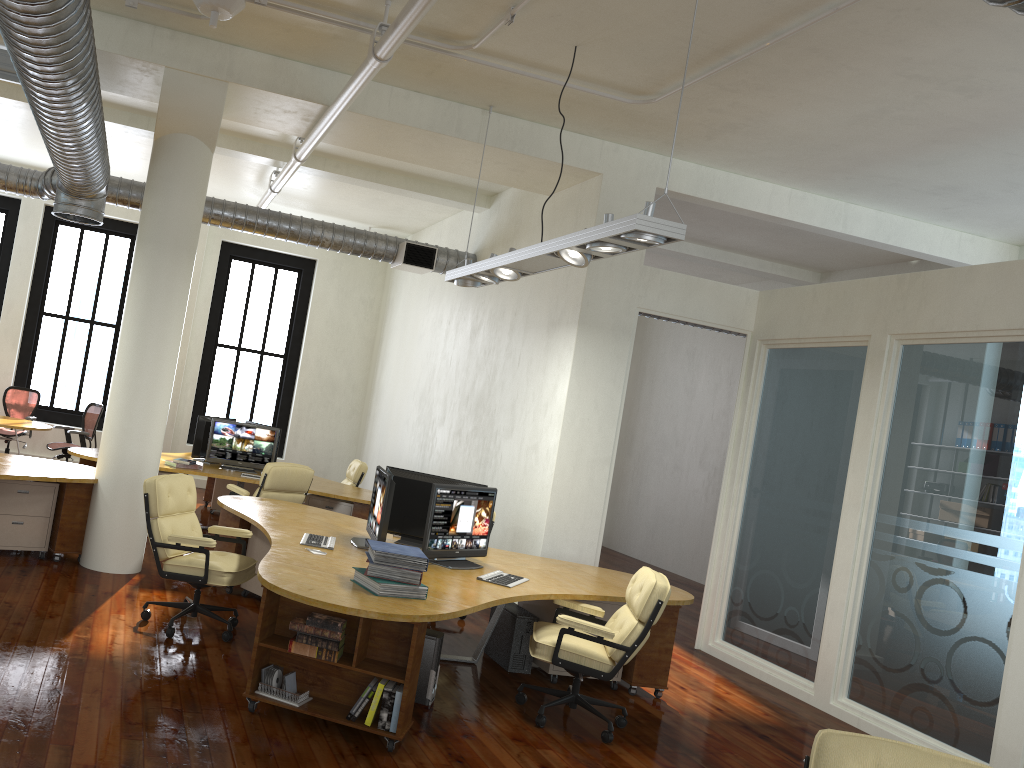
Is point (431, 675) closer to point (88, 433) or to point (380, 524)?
point (380, 524)

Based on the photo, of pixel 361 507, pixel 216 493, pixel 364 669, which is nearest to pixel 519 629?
pixel 364 669

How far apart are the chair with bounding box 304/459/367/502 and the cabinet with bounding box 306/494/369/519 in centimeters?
142cm

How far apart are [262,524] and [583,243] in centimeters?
304cm

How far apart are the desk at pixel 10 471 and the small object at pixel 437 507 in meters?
3.0 m

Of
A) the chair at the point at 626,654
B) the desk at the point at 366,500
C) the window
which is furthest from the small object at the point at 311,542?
the window

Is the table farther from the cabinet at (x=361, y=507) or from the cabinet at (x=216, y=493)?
the cabinet at (x=361, y=507)

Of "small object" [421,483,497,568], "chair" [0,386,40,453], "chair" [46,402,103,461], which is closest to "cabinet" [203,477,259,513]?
"chair" [46,402,103,461]

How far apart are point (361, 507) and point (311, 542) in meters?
3.6 m

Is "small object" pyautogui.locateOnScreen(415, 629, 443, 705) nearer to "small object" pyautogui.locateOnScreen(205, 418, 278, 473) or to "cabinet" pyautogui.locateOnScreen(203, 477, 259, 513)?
"small object" pyautogui.locateOnScreen(205, 418, 278, 473)
